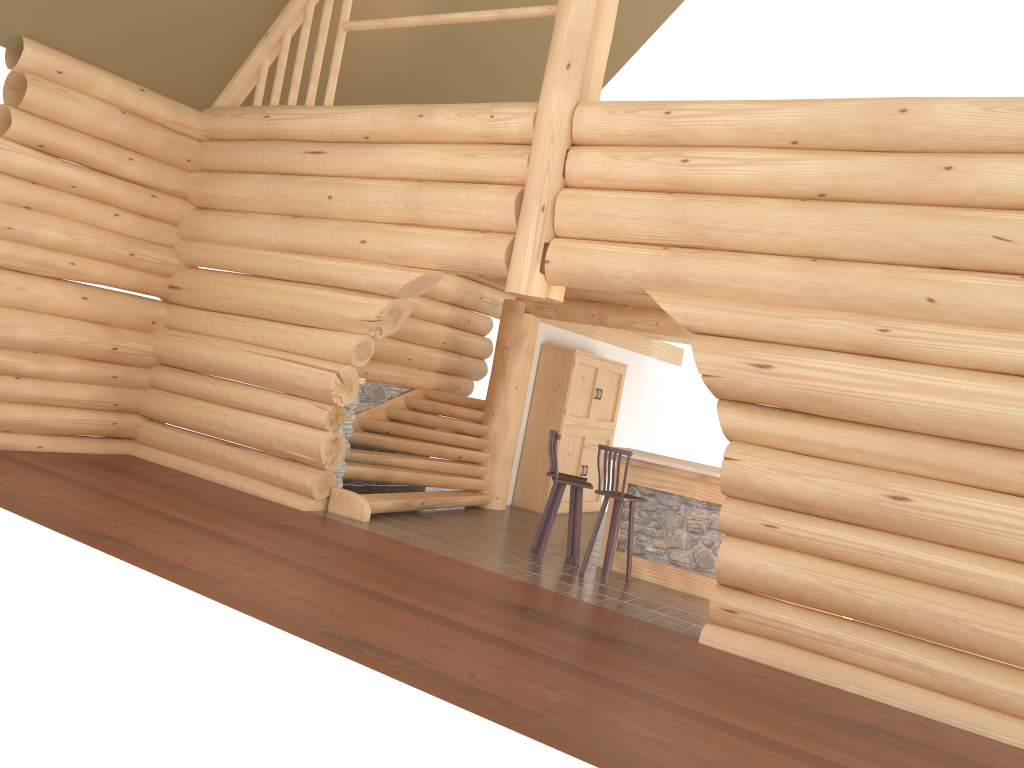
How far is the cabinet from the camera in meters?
12.8 m

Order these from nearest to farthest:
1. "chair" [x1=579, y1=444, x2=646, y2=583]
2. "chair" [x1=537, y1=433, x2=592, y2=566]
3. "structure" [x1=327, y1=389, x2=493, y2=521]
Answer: "chair" [x1=579, y1=444, x2=646, y2=583]
"chair" [x1=537, y1=433, x2=592, y2=566]
"structure" [x1=327, y1=389, x2=493, y2=521]

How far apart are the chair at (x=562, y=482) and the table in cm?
45

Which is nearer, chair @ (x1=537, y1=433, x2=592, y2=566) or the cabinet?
chair @ (x1=537, y1=433, x2=592, y2=566)

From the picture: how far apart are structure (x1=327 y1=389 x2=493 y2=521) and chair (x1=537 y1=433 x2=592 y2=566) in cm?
188

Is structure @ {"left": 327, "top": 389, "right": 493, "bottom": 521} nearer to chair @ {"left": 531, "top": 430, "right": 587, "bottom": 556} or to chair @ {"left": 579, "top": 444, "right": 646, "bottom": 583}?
chair @ {"left": 531, "top": 430, "right": 587, "bottom": 556}

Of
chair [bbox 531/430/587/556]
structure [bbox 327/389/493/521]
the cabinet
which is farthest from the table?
the cabinet

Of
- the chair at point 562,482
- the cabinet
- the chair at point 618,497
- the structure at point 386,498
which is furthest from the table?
the cabinet

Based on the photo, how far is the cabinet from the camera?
12.8m

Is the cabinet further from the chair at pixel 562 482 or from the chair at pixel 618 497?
the chair at pixel 618 497
